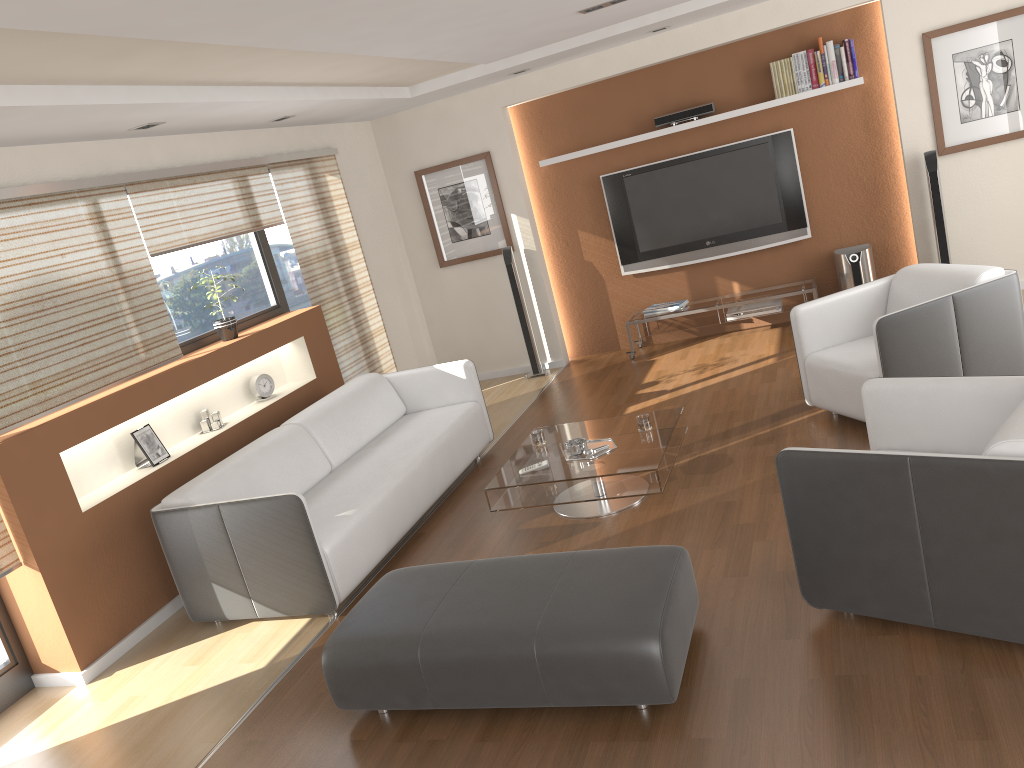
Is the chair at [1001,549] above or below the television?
below

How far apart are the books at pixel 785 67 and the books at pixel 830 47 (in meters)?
0.29

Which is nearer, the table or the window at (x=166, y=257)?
the table

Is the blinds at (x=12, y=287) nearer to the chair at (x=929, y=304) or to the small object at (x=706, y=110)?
the chair at (x=929, y=304)

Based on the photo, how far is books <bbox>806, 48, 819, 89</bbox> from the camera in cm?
672

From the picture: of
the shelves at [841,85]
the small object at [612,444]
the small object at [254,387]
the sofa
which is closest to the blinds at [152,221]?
the small object at [254,387]

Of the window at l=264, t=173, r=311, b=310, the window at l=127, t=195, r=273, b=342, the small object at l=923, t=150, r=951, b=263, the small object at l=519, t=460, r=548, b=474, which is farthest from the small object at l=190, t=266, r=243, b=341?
the small object at l=923, t=150, r=951, b=263

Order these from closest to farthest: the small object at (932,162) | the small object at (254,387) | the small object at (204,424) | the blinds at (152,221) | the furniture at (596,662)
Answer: the furniture at (596,662)
the blinds at (152,221)
the small object at (204,424)
the small object at (254,387)
the small object at (932,162)

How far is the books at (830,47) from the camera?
6.7 meters

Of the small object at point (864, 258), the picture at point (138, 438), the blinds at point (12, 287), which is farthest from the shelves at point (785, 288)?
the picture at point (138, 438)
